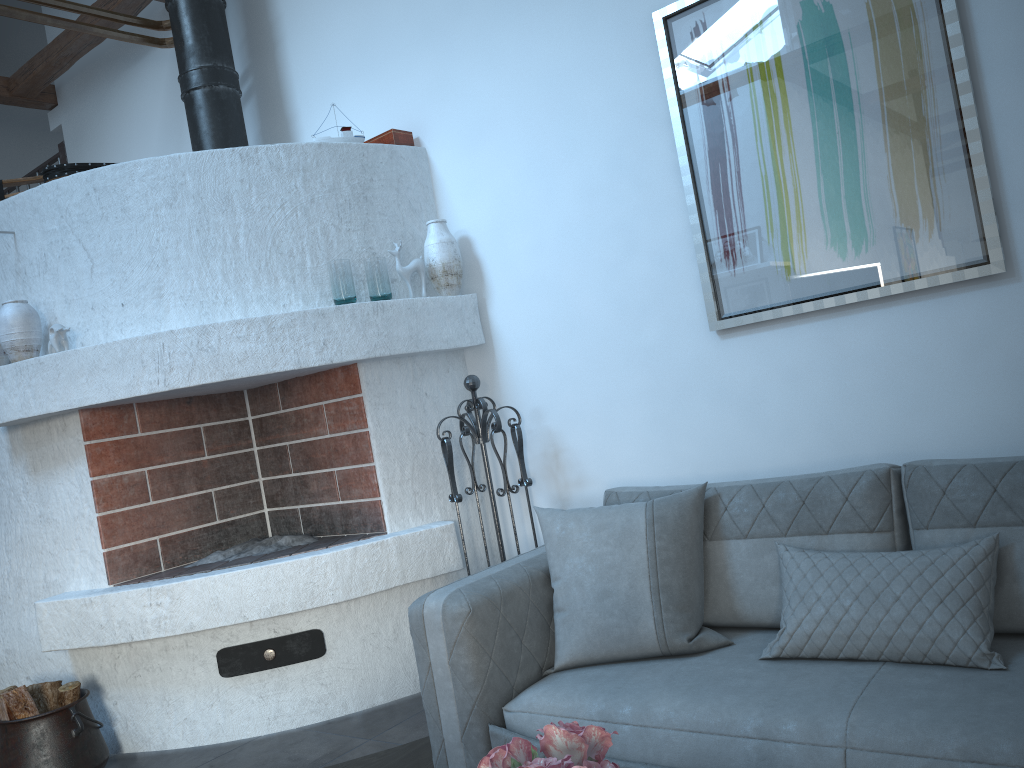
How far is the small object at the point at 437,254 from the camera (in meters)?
3.79

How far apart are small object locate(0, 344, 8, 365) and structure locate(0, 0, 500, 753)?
0.2m

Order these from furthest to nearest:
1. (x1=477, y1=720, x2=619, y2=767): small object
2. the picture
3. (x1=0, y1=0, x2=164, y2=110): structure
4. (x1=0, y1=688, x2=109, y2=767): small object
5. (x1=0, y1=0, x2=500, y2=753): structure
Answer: (x1=0, y1=0, x2=164, y2=110): structure, (x1=0, y1=0, x2=500, y2=753): structure, (x1=0, y1=688, x2=109, y2=767): small object, the picture, (x1=477, y1=720, x2=619, y2=767): small object

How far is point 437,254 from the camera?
3.79m

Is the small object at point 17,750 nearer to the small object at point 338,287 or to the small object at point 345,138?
the small object at point 338,287

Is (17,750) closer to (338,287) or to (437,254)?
(338,287)

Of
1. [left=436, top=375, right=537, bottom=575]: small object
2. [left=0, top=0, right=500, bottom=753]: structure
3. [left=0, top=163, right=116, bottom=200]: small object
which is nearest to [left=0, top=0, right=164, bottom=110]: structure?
[left=0, top=0, right=500, bottom=753]: structure

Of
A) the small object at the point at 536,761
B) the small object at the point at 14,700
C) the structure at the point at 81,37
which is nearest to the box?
the structure at the point at 81,37

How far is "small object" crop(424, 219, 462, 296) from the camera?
3.8m

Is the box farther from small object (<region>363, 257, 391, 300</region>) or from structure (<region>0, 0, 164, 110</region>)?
structure (<region>0, 0, 164, 110</region>)
